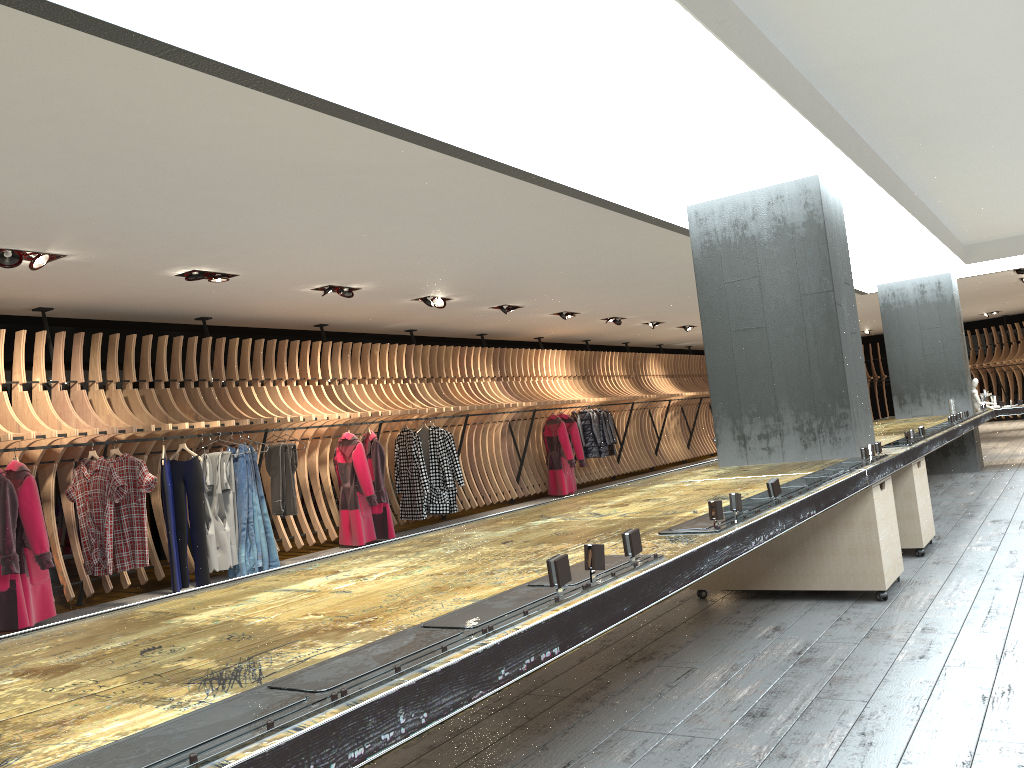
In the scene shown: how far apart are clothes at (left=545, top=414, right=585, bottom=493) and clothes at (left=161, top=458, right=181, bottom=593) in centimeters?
744cm

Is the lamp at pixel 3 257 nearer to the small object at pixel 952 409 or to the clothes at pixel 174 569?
the clothes at pixel 174 569

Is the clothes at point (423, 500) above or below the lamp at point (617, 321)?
below

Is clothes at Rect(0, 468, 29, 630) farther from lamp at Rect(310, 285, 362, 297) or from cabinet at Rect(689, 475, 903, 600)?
cabinet at Rect(689, 475, 903, 600)

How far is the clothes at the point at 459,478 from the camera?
11.5 meters

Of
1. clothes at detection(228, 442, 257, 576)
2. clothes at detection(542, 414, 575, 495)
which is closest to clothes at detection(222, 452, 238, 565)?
clothes at detection(228, 442, 257, 576)

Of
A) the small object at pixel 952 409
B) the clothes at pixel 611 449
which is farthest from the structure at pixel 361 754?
the clothes at pixel 611 449

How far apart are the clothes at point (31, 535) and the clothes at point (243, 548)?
1.95m

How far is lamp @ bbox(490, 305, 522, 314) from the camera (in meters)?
11.58

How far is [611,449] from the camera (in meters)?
15.81
